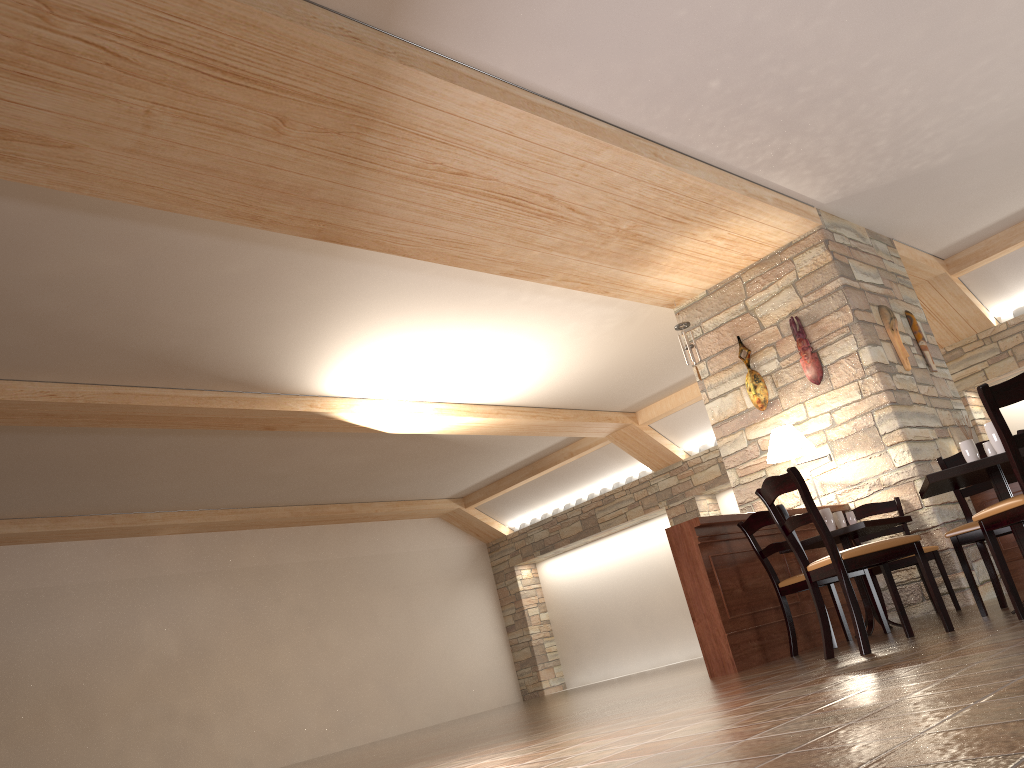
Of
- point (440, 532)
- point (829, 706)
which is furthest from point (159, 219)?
point (440, 532)

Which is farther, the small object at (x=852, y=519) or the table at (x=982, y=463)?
A: the small object at (x=852, y=519)

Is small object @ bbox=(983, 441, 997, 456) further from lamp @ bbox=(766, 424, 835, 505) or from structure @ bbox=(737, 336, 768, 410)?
structure @ bbox=(737, 336, 768, 410)

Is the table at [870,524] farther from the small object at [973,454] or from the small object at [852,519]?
the small object at [973,454]

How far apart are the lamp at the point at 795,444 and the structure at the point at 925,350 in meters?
1.6

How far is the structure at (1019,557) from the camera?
6.60m

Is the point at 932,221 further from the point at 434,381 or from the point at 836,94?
the point at 434,381

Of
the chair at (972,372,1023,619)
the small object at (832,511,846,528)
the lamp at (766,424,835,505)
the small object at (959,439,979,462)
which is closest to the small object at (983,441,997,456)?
the small object at (959,439,979,462)

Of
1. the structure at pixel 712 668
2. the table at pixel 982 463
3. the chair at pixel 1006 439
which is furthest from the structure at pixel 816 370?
the chair at pixel 1006 439

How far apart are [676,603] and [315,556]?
5.17m
